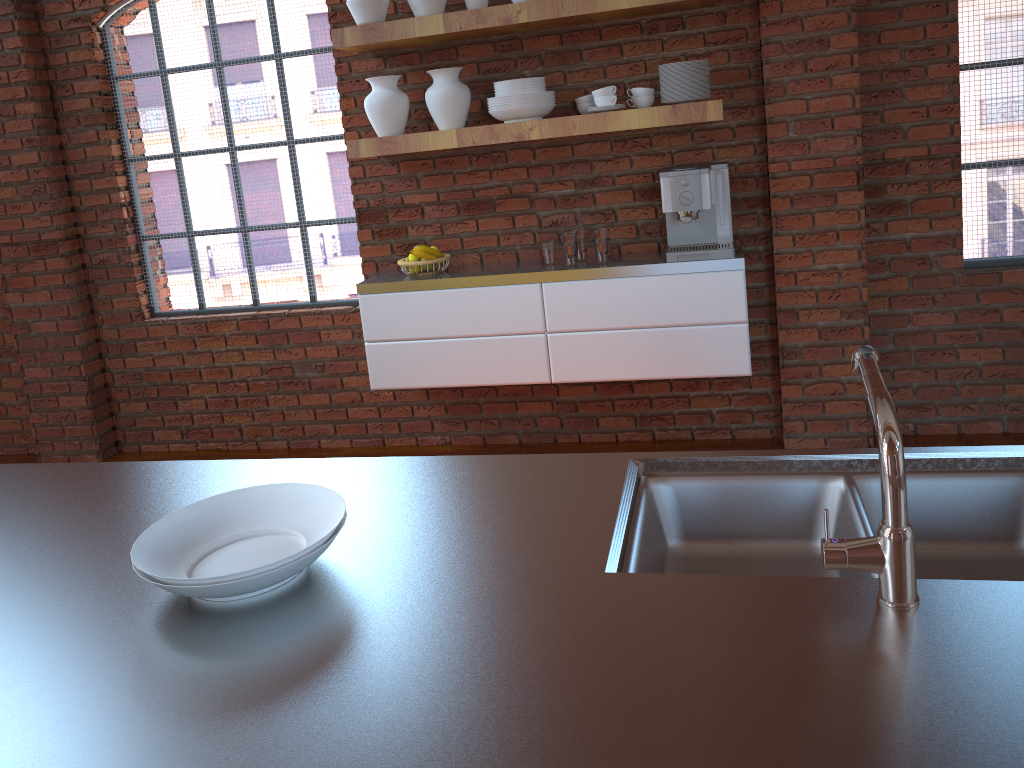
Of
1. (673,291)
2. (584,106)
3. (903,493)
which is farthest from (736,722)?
(584,106)

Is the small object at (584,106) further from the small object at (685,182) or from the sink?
the sink

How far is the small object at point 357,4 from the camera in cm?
342

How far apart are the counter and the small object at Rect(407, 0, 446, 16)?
2.37m

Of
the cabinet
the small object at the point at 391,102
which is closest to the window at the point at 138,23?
the cabinet

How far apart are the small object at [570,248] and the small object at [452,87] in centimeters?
65cm

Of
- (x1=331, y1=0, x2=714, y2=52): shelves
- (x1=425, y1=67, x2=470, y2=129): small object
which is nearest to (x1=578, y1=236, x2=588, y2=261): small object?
(x1=425, y1=67, x2=470, y2=129): small object

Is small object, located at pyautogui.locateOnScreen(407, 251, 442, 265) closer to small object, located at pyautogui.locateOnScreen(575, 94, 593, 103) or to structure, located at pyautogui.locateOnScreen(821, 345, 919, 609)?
small object, located at pyautogui.locateOnScreen(575, 94, 593, 103)

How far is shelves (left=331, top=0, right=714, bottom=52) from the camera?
3.2 meters

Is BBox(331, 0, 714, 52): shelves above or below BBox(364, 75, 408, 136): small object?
above
